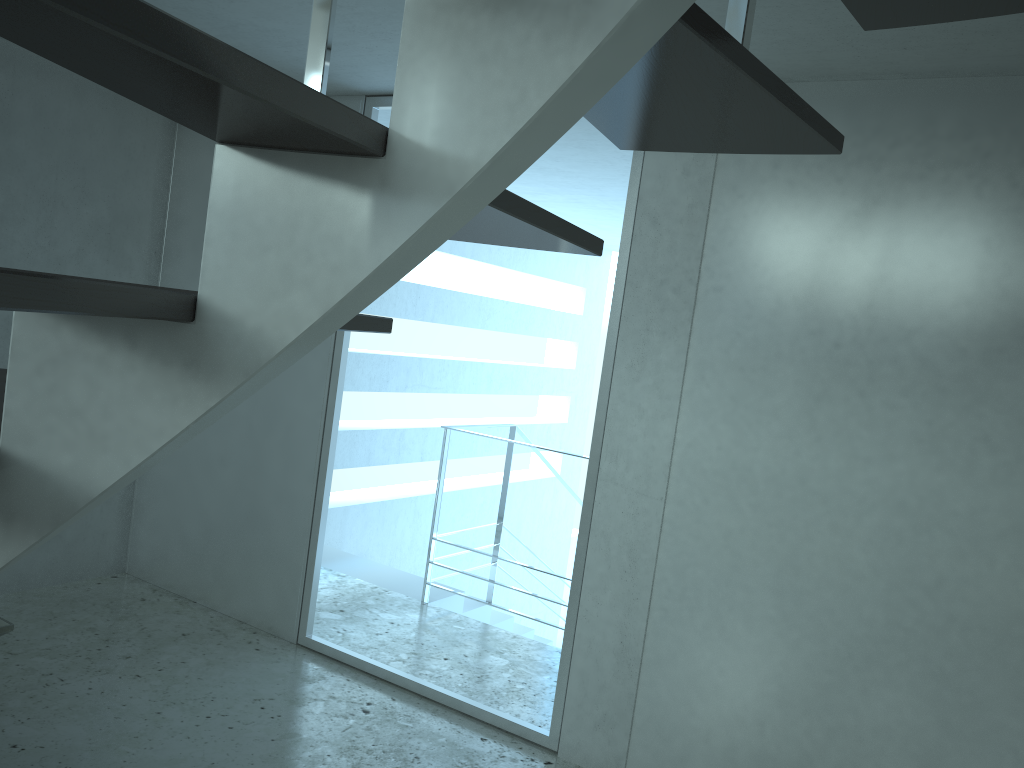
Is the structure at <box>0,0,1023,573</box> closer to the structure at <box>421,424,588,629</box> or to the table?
the table

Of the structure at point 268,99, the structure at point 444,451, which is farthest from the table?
the structure at point 444,451

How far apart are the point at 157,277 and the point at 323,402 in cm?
151

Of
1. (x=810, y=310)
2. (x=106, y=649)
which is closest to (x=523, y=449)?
(x=106, y=649)

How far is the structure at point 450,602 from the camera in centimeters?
572cm

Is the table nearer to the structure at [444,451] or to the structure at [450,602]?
the structure at [444,451]

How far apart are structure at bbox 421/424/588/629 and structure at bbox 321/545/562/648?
0.05m

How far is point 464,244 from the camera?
7.71m

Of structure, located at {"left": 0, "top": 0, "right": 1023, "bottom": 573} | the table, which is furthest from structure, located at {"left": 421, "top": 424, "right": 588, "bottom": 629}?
structure, located at {"left": 0, "top": 0, "right": 1023, "bottom": 573}

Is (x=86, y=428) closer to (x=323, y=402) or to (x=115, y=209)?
(x=323, y=402)
